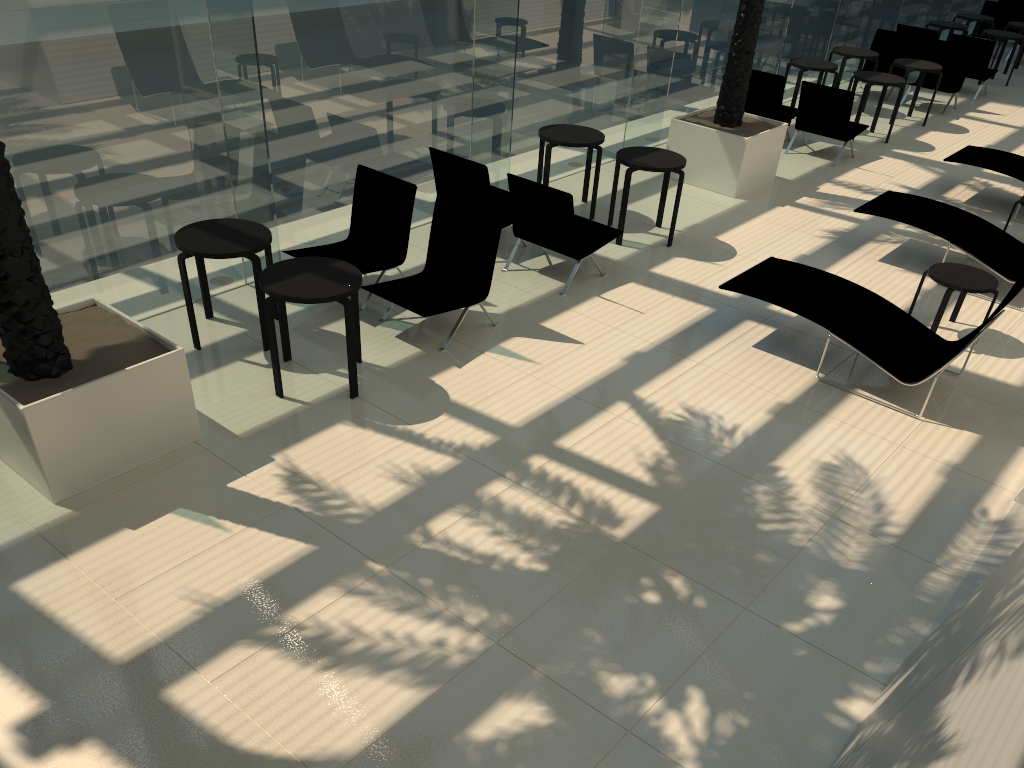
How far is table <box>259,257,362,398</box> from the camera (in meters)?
5.86

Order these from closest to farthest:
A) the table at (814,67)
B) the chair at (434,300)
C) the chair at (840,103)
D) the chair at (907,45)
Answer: the chair at (434,300)
the chair at (840,103)
the table at (814,67)
the chair at (907,45)

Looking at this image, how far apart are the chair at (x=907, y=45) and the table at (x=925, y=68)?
1.6m

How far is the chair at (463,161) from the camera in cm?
819

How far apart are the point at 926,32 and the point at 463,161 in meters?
11.6

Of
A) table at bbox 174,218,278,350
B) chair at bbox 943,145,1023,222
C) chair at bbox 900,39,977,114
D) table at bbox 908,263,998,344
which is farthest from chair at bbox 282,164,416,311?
chair at bbox 900,39,977,114

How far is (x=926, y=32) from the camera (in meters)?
15.59

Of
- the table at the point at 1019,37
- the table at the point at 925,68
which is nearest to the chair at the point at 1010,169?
the table at the point at 925,68

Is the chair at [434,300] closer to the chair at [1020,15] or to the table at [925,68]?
the table at [925,68]

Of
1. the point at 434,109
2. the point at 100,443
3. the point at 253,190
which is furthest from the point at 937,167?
the point at 100,443
